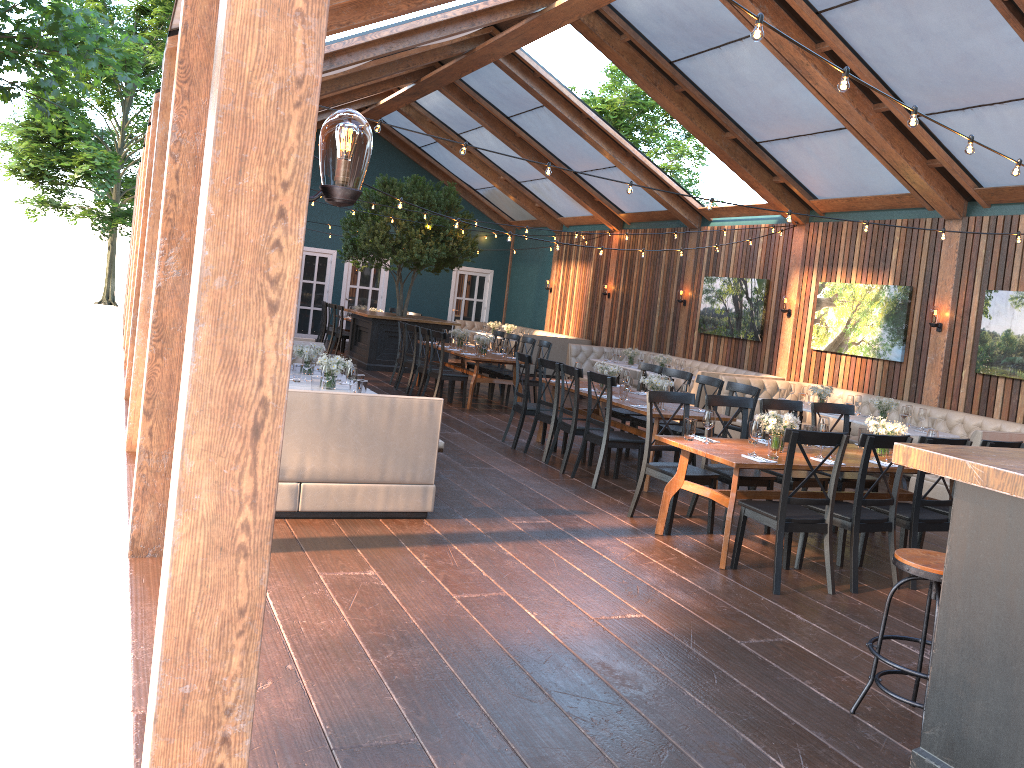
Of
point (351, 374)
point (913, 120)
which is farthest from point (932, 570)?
point (351, 374)

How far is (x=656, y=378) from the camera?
8.6 meters

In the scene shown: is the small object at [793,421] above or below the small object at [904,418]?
above

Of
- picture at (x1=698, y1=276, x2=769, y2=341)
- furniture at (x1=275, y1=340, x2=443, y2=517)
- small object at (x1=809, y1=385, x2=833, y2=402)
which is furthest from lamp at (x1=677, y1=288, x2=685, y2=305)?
furniture at (x1=275, y1=340, x2=443, y2=517)

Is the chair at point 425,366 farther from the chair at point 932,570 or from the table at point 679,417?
the chair at point 932,570

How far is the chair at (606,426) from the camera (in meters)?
8.02

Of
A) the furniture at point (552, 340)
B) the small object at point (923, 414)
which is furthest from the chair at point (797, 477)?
the furniture at point (552, 340)

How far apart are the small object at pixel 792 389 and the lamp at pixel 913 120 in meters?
7.0

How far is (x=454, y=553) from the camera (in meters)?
5.61

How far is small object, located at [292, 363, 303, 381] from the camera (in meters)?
7.69
